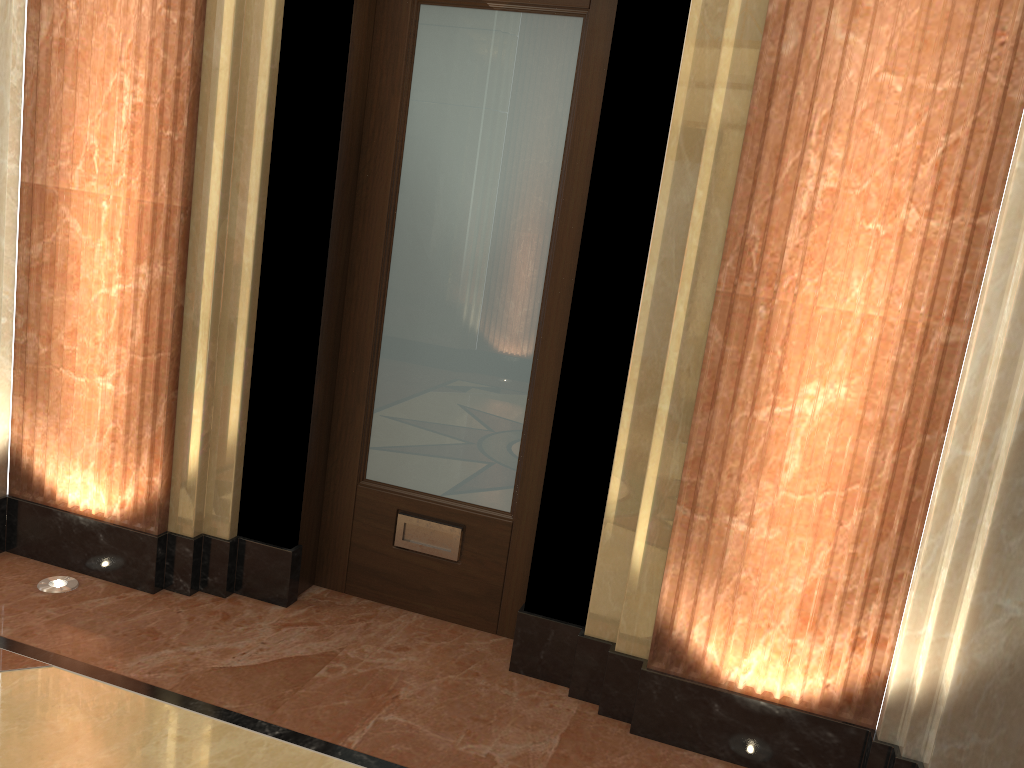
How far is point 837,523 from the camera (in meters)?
2.25

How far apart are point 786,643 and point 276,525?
1.6m
